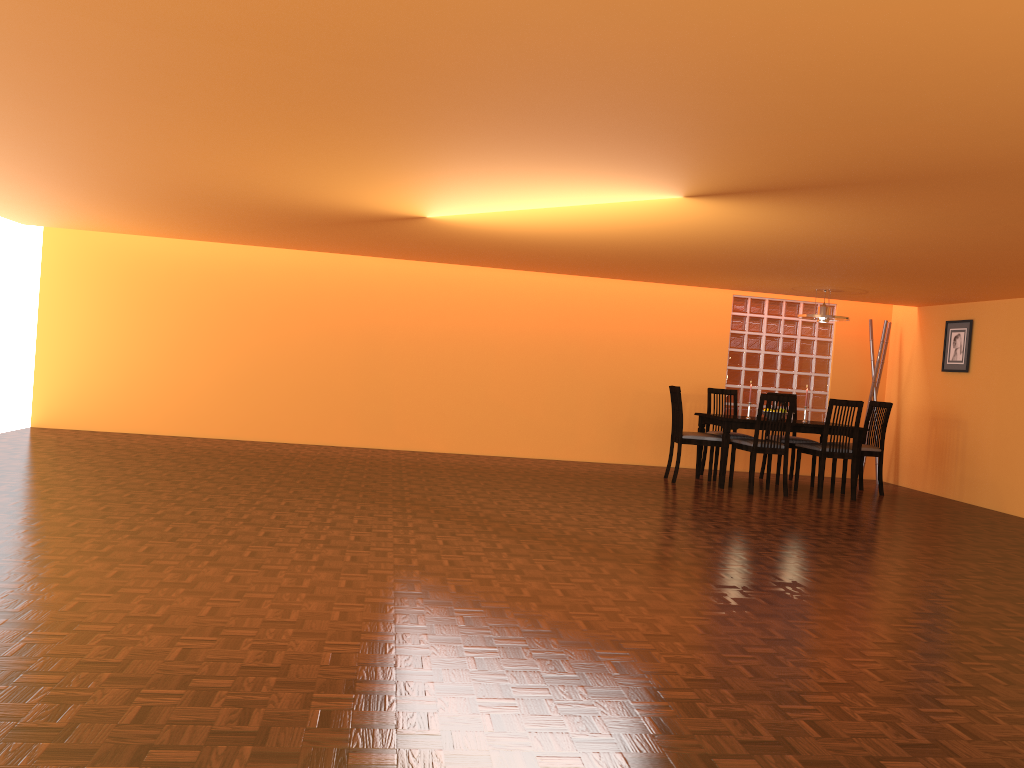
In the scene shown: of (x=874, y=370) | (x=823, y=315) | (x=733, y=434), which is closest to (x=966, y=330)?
(x=874, y=370)

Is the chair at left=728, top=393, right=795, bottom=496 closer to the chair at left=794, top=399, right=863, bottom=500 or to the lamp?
the chair at left=794, top=399, right=863, bottom=500

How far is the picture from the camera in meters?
7.7

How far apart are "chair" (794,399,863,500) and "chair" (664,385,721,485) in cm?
70

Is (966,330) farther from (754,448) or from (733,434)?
(754,448)

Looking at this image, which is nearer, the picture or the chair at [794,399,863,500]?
the chair at [794,399,863,500]

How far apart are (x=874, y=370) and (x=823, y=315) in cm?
149

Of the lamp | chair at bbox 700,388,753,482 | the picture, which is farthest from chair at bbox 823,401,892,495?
chair at bbox 700,388,753,482

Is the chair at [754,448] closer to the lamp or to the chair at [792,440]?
the chair at [792,440]

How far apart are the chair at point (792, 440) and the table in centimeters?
48cm
